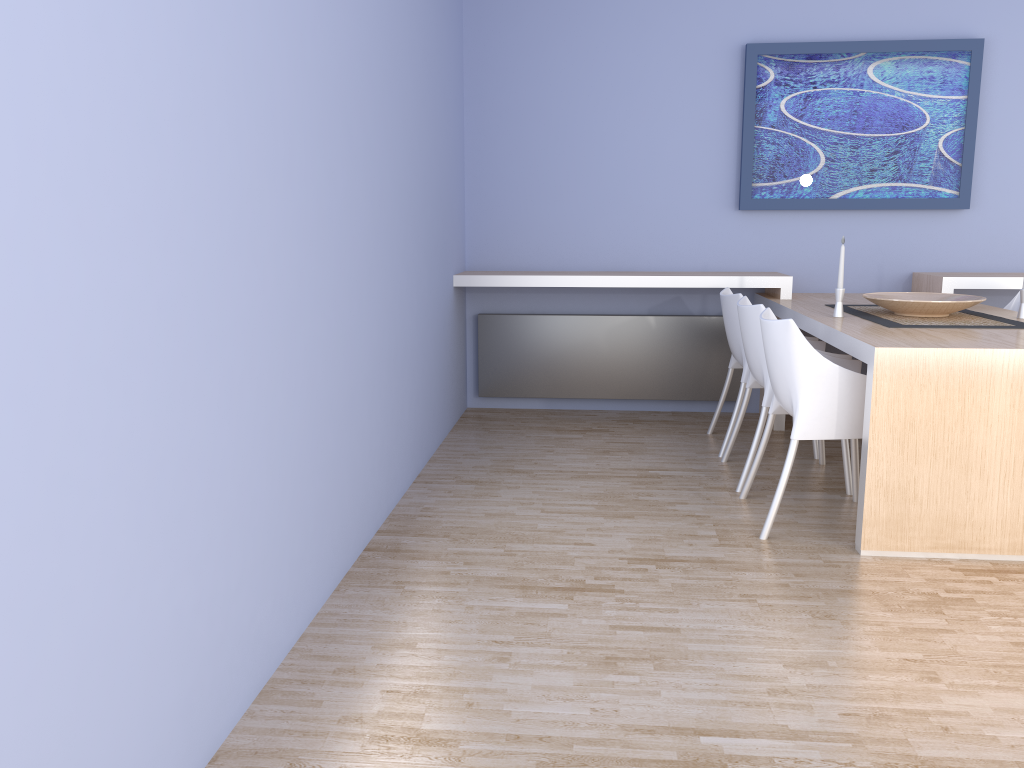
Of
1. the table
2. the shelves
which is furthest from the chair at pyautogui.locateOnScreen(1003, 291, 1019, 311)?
the table

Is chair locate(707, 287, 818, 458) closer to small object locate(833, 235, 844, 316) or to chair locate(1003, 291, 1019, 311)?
small object locate(833, 235, 844, 316)

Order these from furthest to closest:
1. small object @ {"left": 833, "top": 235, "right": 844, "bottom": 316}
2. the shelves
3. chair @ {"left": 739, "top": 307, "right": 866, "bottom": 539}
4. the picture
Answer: the picture → the shelves → small object @ {"left": 833, "top": 235, "right": 844, "bottom": 316} → chair @ {"left": 739, "top": 307, "right": 866, "bottom": 539}

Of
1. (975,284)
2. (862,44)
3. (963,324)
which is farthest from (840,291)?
(862,44)

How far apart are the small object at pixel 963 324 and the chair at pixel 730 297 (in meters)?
0.49

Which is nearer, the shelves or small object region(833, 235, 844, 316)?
small object region(833, 235, 844, 316)

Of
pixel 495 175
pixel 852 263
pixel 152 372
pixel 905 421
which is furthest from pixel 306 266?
pixel 852 263

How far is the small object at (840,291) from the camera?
3.81m

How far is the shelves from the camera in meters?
4.6

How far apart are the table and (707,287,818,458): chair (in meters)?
0.23
